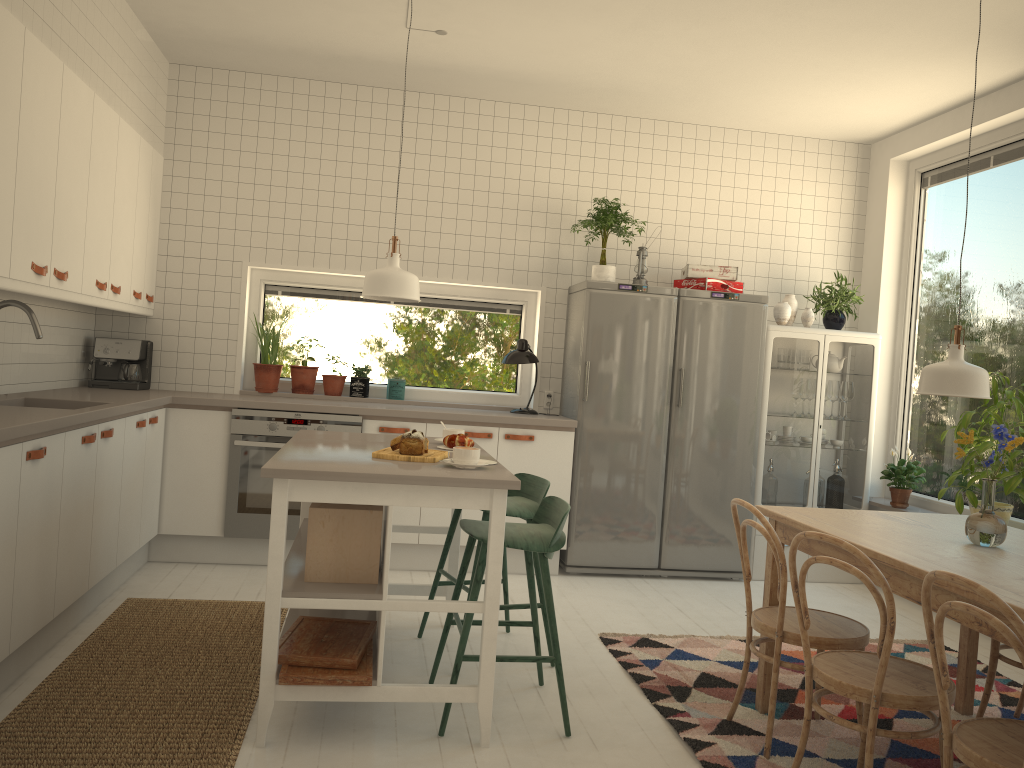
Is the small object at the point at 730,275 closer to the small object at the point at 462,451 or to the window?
the window

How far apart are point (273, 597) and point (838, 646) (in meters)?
1.80

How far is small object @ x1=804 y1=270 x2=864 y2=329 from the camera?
5.6 meters

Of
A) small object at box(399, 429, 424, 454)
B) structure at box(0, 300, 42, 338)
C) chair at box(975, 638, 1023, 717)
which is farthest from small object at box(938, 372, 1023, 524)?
structure at box(0, 300, 42, 338)

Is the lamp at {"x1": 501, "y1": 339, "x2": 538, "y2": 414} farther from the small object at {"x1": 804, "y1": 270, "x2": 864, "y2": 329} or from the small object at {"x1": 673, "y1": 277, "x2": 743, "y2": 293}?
the small object at {"x1": 804, "y1": 270, "x2": 864, "y2": 329}

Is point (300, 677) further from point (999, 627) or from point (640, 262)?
point (640, 262)

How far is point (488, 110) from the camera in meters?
5.6 m

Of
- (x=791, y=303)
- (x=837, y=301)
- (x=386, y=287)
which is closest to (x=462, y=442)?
(x=386, y=287)

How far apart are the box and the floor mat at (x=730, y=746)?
1.17m

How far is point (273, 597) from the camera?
2.7m
